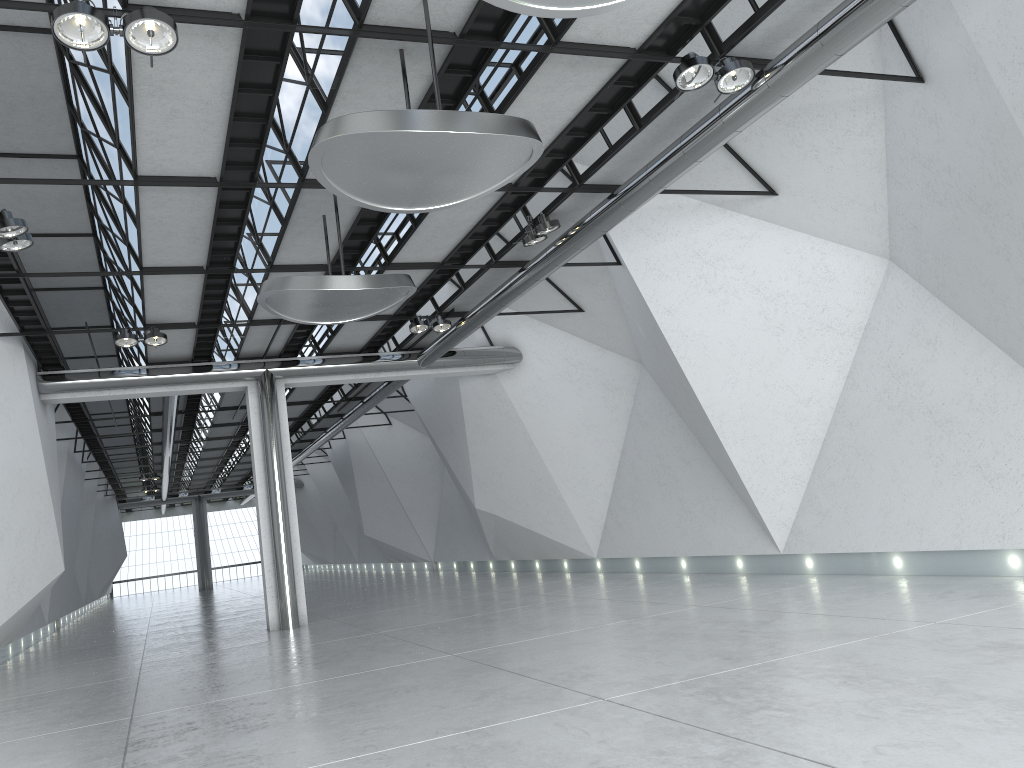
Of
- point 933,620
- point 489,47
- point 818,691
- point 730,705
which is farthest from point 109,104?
point 933,620

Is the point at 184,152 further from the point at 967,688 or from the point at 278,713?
the point at 967,688
